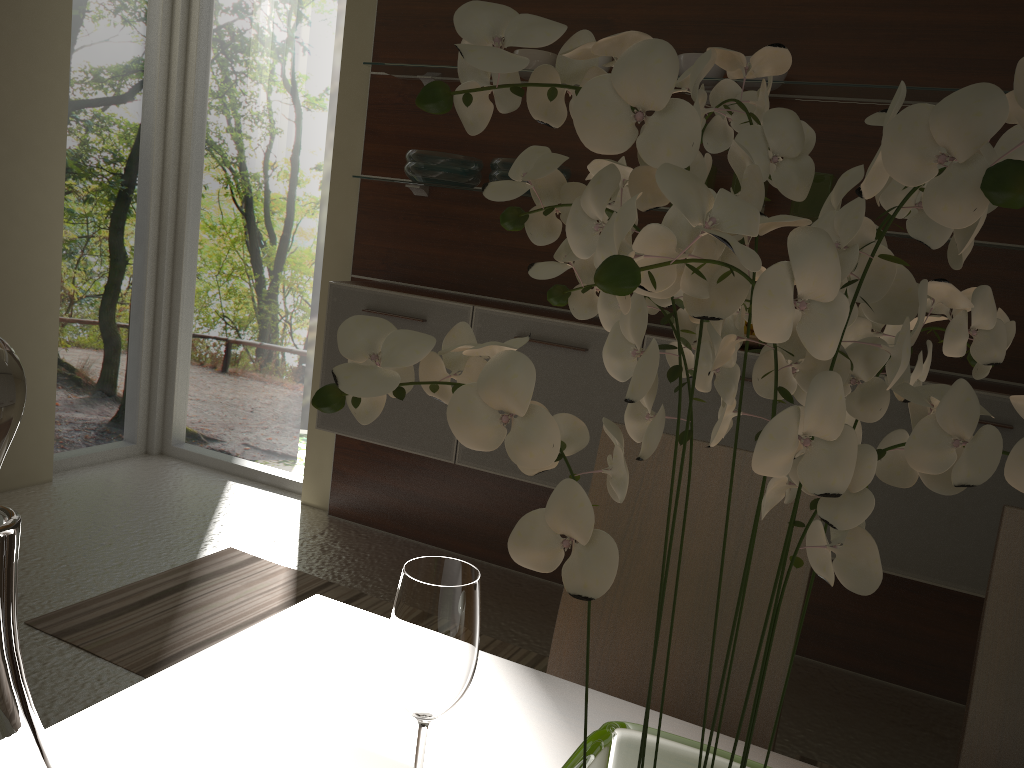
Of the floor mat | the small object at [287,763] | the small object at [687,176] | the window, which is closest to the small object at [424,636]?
the small object at [287,763]

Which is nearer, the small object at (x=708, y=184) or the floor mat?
the floor mat

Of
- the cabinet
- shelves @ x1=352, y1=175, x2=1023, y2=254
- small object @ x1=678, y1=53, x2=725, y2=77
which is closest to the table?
the cabinet

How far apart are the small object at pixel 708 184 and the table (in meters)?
2.09

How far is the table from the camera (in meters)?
0.83

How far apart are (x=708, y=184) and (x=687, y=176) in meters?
2.7 m

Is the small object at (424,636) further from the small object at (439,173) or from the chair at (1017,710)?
the small object at (439,173)

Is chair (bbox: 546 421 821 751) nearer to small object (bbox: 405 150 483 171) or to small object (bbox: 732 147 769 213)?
small object (bbox: 732 147 769 213)

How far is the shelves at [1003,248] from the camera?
2.45m

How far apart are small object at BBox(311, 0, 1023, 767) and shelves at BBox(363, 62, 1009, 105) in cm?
234
